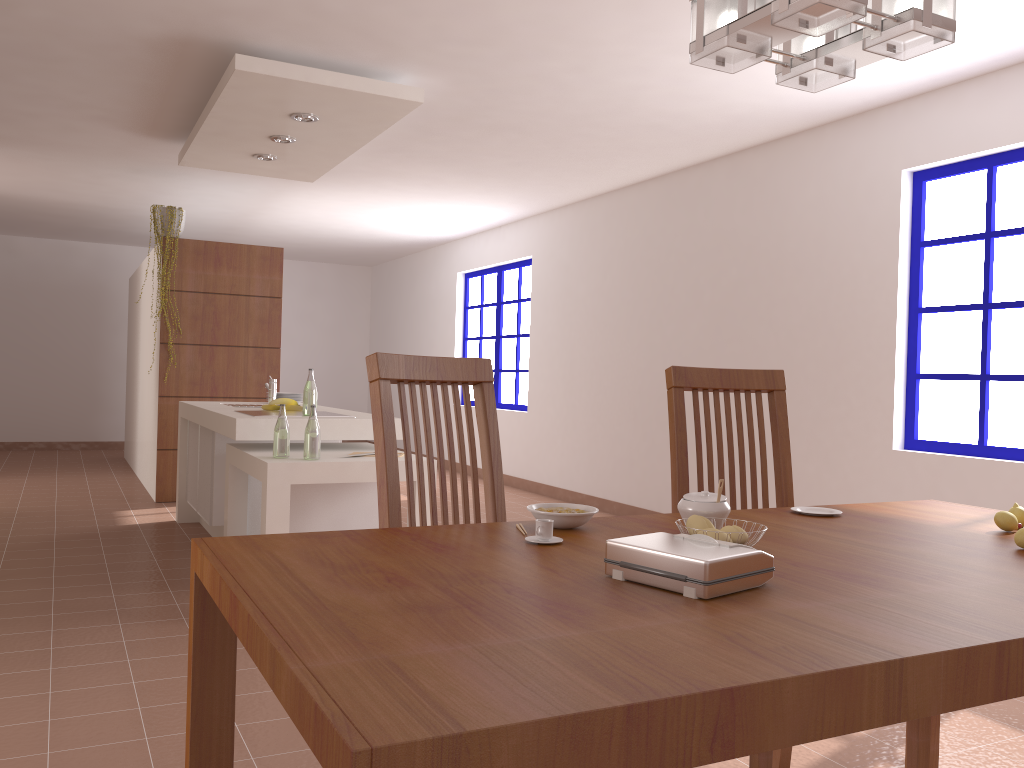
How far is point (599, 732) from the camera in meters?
0.8 m

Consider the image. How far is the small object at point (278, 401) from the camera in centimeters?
487cm

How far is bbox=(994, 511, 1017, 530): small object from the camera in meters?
1.8

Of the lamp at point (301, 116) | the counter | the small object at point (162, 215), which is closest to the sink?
the counter

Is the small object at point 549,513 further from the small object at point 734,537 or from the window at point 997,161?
the window at point 997,161

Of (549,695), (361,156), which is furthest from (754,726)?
(361,156)

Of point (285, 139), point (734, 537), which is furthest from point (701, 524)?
point (285, 139)

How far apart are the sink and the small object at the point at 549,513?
3.78m

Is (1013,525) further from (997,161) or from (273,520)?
(997,161)

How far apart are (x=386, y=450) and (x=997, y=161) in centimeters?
367cm
